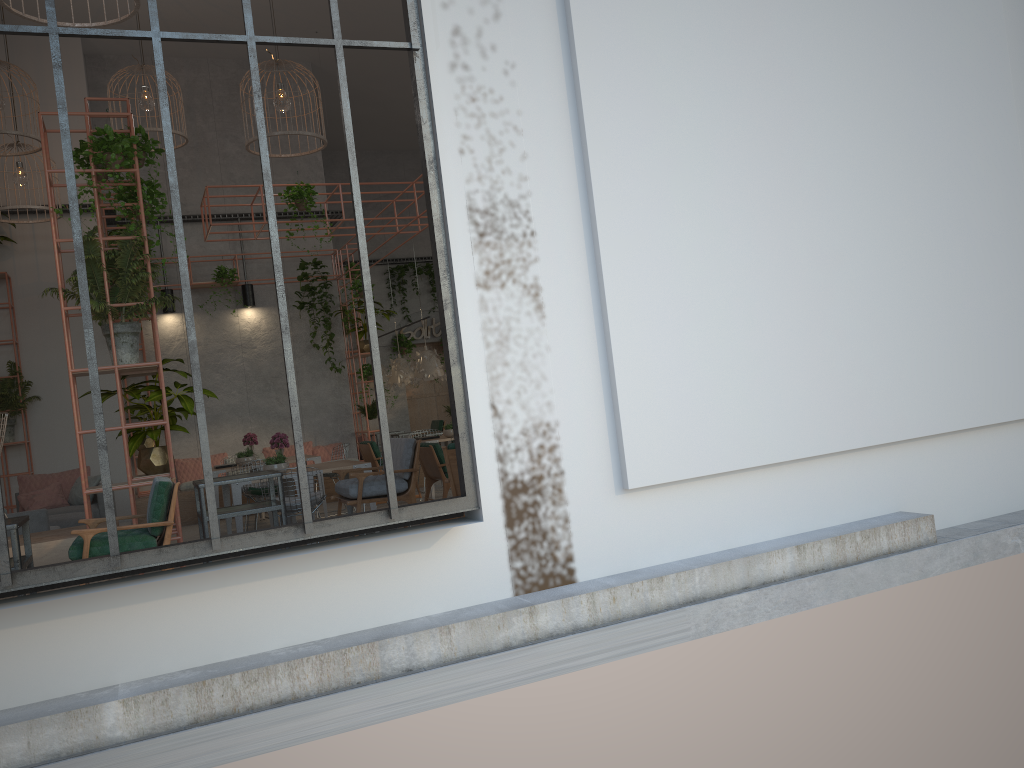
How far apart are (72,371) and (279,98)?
4.6m

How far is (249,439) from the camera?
12.05m

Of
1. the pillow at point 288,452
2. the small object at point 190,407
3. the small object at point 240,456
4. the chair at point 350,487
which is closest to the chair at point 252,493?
the small object at point 240,456

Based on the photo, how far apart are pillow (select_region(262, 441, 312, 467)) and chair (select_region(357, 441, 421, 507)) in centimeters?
200cm

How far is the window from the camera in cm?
414

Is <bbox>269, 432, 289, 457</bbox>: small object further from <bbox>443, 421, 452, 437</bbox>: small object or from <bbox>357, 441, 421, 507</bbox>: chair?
<bbox>443, 421, 452, 437</bbox>: small object

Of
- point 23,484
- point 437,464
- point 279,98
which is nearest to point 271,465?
point 437,464

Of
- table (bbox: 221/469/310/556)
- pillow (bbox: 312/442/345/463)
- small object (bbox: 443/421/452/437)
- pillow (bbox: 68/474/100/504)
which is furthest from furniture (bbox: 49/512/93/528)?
pillow (bbox: 312/442/345/463)

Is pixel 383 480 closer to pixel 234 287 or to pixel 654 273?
pixel 654 273

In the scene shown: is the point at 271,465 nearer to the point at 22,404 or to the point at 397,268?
the point at 22,404
